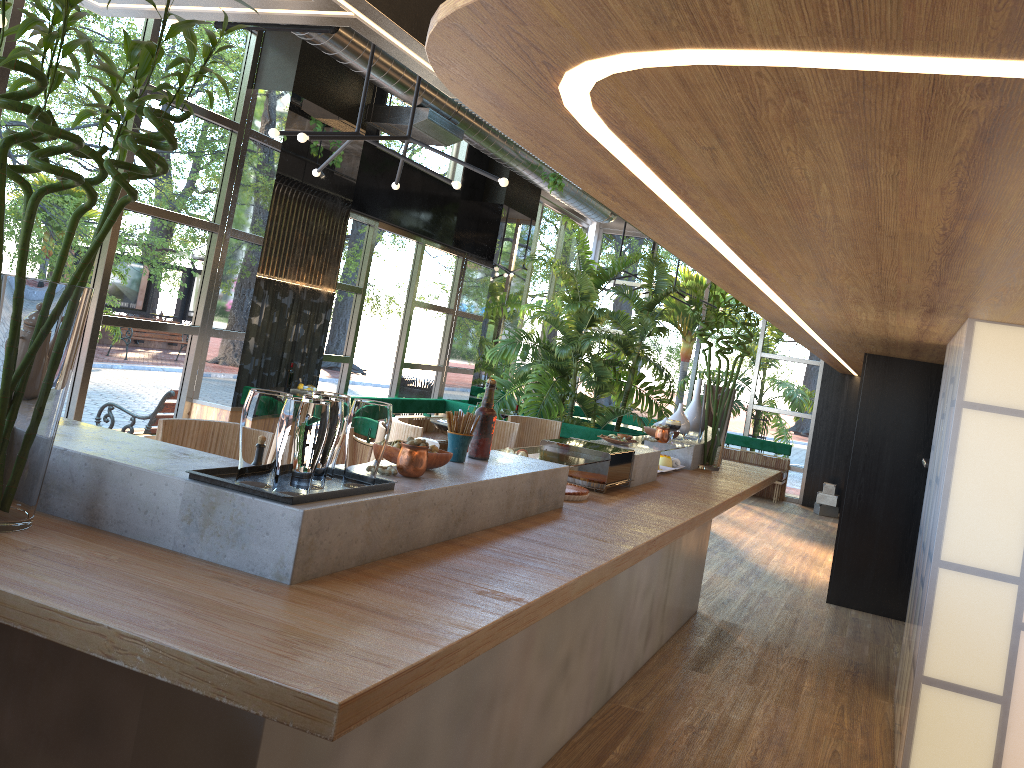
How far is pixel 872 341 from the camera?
5.86m

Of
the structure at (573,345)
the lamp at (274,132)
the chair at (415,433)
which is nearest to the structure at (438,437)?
the structure at (573,345)

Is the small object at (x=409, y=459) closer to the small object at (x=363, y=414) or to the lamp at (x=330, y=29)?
the small object at (x=363, y=414)

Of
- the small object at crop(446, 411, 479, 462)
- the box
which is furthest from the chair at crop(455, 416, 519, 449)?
the box

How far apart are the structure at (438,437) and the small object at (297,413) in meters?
6.0 m

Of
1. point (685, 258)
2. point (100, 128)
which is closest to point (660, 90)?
point (100, 128)

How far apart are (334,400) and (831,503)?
11.3m

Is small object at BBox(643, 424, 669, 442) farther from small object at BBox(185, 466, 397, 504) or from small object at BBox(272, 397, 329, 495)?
small object at BBox(272, 397, 329, 495)

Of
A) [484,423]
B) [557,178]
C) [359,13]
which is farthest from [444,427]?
[359,13]

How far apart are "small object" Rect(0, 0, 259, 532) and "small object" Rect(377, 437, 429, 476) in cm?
77
